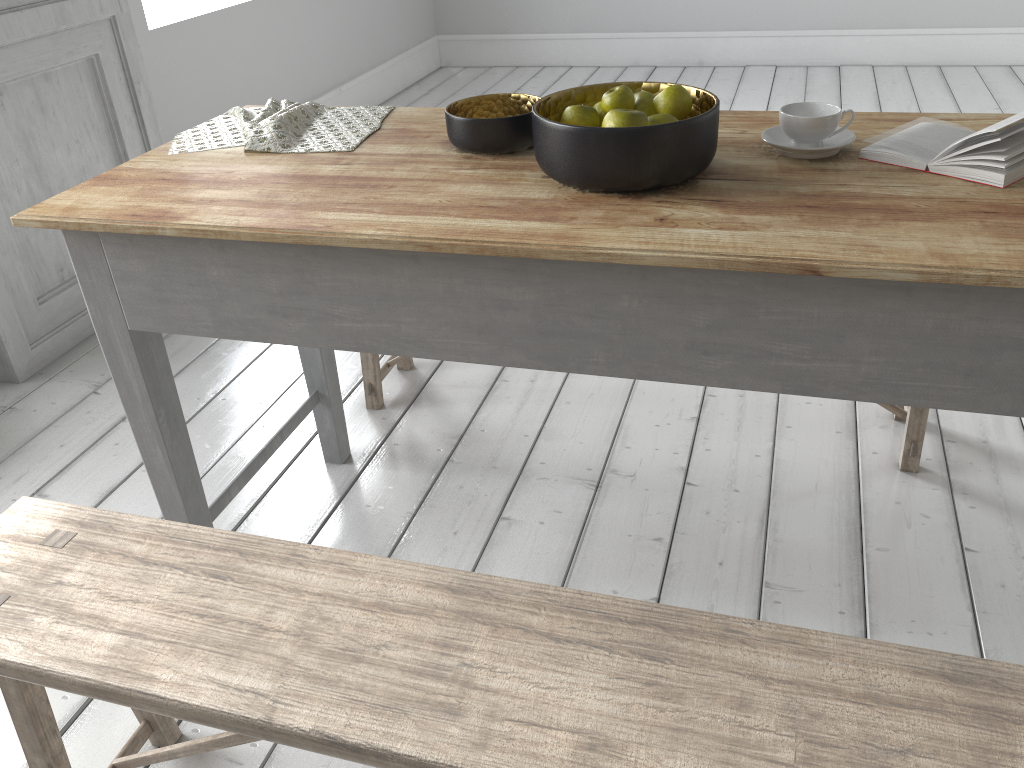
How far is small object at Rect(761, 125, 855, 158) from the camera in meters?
1.7 m

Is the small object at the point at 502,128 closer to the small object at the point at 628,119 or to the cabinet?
the small object at the point at 628,119

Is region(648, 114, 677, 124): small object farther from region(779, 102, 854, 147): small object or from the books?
the books

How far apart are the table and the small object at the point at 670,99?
0.11m

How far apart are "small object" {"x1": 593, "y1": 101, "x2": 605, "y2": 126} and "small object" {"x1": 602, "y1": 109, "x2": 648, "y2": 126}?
0.17m

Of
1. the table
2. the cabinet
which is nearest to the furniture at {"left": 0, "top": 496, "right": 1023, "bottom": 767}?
the table

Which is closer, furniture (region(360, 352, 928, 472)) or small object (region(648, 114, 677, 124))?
small object (region(648, 114, 677, 124))

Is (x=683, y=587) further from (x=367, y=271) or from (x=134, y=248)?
(x=134, y=248)

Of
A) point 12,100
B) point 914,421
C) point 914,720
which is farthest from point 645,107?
point 12,100

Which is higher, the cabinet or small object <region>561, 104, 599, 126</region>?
small object <region>561, 104, 599, 126</region>
